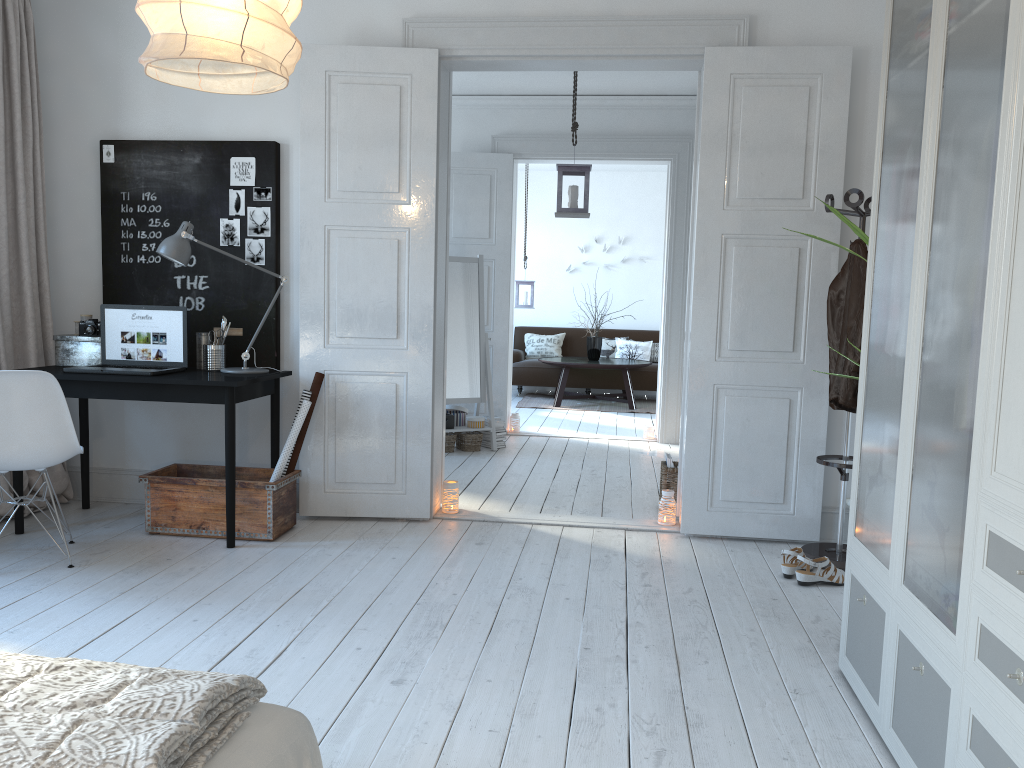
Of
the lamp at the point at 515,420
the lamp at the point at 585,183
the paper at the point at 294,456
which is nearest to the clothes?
the lamp at the point at 585,183

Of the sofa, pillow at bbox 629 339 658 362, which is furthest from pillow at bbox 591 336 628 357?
pillow at bbox 629 339 658 362

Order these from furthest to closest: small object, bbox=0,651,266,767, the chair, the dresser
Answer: the chair < the dresser < small object, bbox=0,651,266,767

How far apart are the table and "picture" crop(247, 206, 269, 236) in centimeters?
541cm

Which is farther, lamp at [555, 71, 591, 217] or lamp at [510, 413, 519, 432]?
lamp at [510, 413, 519, 432]

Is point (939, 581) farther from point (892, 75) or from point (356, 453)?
point (892, 75)

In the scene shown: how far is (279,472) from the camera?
4.23m

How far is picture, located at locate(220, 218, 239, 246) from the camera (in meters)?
4.55

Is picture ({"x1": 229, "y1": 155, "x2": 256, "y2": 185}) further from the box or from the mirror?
the mirror

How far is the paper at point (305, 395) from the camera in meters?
4.3 m
